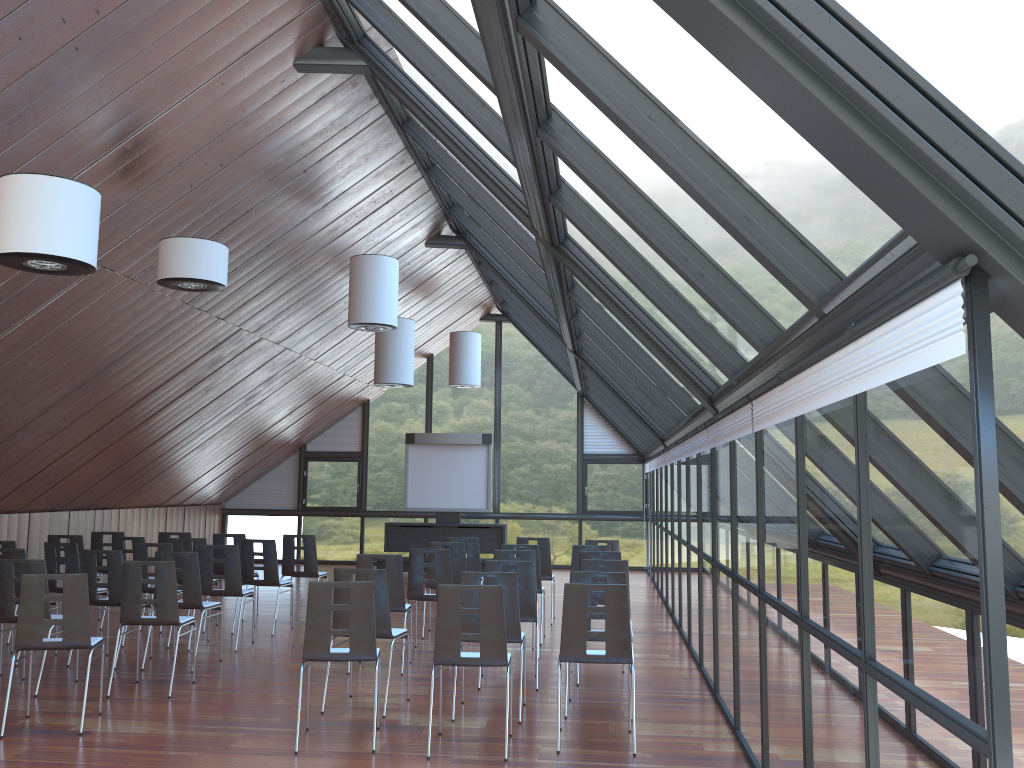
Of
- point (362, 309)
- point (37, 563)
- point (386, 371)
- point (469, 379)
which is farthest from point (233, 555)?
point (469, 379)

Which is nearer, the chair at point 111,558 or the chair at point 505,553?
the chair at point 111,558

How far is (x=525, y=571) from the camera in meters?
8.5 m

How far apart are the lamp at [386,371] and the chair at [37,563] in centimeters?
725cm

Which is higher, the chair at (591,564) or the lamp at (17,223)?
the lamp at (17,223)

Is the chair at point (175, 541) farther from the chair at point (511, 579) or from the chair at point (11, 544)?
the chair at point (511, 579)

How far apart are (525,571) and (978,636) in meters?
6.2 m

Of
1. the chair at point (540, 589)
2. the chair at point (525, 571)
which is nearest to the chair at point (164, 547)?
the chair at point (525, 571)

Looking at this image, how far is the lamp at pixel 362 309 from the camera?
11.82m

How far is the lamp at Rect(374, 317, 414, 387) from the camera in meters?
14.8 m
